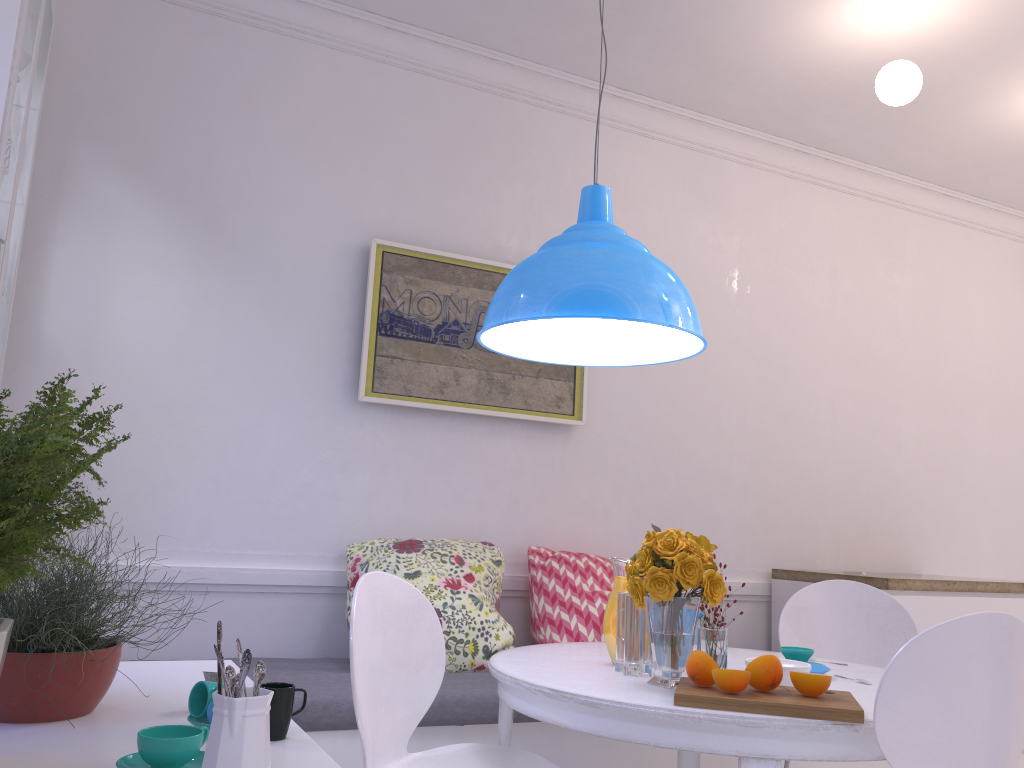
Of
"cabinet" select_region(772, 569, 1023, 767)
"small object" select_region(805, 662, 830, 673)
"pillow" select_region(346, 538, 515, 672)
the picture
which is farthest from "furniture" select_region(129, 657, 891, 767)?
the picture

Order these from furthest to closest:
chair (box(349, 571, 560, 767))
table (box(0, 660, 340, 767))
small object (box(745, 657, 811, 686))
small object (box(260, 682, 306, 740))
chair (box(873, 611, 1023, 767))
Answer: small object (box(745, 657, 811, 686)) → chair (box(349, 571, 560, 767)) → chair (box(873, 611, 1023, 767)) → small object (box(260, 682, 306, 740)) → table (box(0, 660, 340, 767))

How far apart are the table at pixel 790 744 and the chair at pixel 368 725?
0.1m

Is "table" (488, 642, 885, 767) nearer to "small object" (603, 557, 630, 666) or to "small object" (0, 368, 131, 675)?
"small object" (603, 557, 630, 666)

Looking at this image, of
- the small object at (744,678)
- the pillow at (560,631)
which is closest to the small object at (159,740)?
the small object at (744,678)

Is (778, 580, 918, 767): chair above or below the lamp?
below

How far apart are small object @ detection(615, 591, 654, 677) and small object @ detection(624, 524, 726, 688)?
0.1m

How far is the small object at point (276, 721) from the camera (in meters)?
1.32

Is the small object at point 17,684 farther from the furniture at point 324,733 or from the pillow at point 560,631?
the pillow at point 560,631

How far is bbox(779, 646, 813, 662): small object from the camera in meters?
2.3 m
